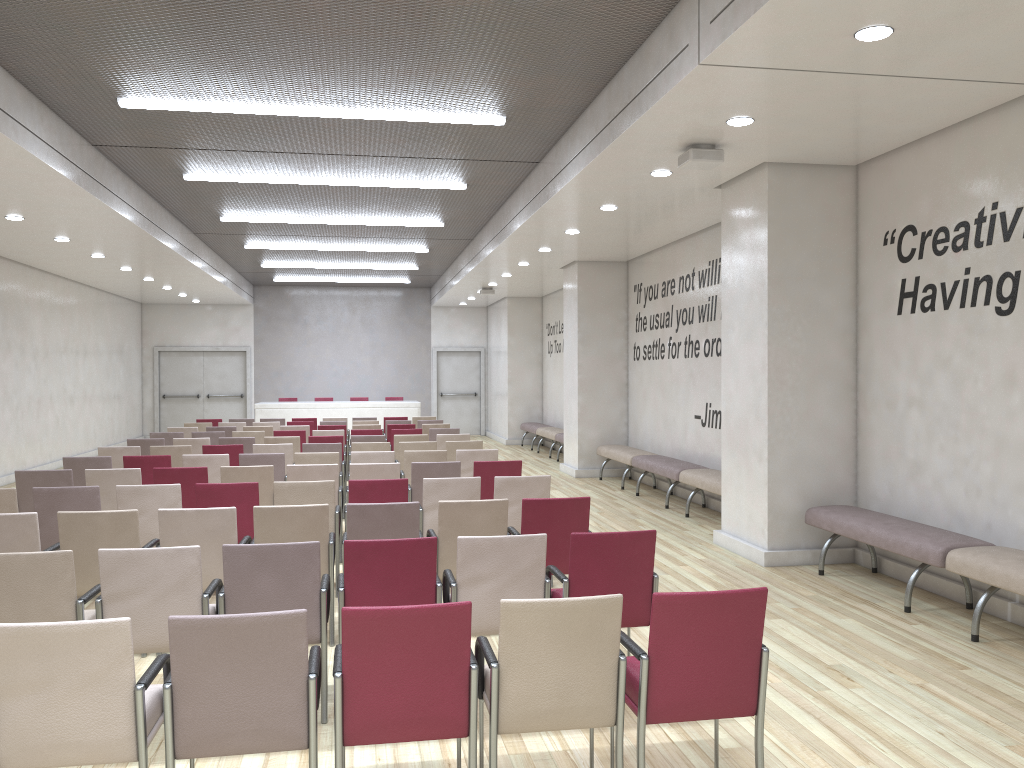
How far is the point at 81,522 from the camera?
5.2m

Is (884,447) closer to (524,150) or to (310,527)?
(524,150)

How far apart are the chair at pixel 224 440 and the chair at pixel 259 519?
6.0 meters

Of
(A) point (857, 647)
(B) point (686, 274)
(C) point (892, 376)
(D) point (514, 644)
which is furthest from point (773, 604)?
(B) point (686, 274)

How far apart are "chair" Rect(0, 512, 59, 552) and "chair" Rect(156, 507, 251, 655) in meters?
0.7 m

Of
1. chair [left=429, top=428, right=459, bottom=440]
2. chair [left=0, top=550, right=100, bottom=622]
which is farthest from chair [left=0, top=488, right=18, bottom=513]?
chair [left=429, top=428, right=459, bottom=440]

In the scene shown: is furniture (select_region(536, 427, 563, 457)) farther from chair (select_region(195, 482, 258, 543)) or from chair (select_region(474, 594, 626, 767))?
chair (select_region(474, 594, 626, 767))

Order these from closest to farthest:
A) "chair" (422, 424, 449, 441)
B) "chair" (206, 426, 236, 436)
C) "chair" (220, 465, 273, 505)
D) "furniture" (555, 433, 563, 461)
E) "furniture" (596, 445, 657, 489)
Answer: "chair" (220, 465, 273, 505)
"furniture" (596, 445, 657, 489)
"chair" (206, 426, 236, 436)
"chair" (422, 424, 449, 441)
"furniture" (555, 433, 563, 461)

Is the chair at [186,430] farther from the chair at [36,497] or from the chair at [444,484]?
the chair at [444,484]

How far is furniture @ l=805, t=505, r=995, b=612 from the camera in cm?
599
